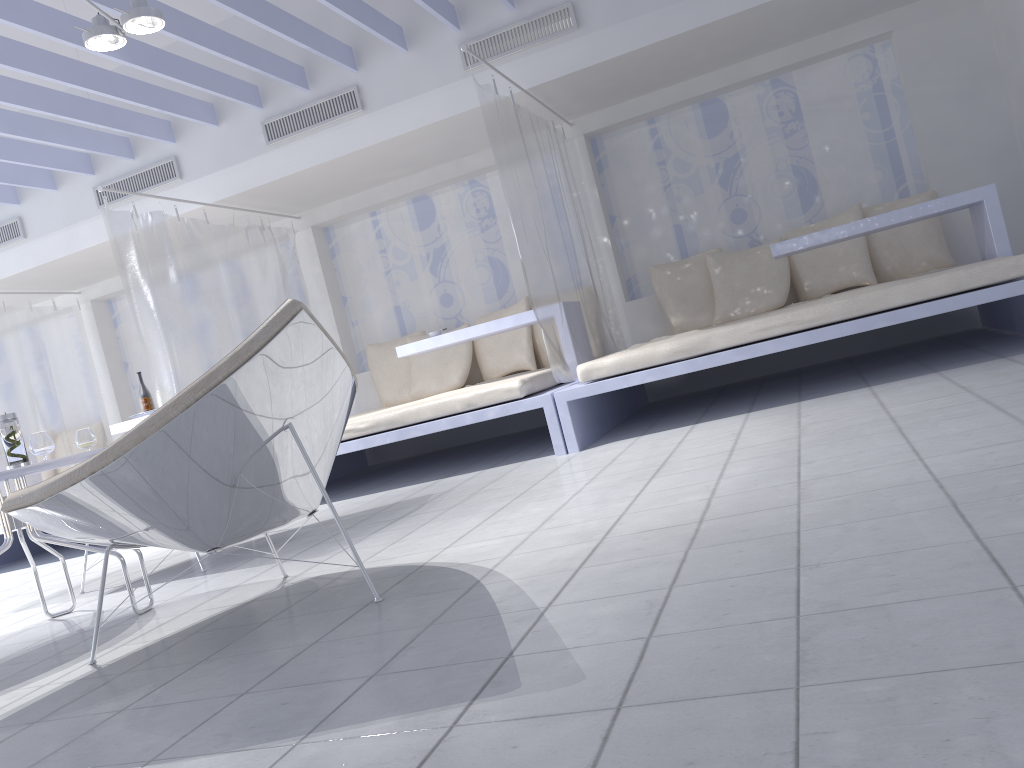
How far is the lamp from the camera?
3.65m

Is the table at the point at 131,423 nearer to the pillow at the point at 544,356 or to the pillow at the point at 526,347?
the pillow at the point at 526,347

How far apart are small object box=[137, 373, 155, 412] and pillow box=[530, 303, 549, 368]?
2.70m

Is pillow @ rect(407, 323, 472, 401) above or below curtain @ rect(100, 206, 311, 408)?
below

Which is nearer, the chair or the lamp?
the chair

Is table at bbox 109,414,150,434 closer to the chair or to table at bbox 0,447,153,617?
table at bbox 0,447,153,617

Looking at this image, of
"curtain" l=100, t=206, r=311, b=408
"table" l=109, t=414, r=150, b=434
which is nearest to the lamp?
"curtain" l=100, t=206, r=311, b=408

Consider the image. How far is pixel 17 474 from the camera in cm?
252

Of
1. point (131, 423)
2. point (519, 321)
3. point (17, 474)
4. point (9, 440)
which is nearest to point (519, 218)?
point (519, 321)

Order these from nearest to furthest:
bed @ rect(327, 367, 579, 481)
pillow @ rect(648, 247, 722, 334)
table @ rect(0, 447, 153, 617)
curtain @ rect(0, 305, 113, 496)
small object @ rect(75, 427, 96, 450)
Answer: table @ rect(0, 447, 153, 617), small object @ rect(75, 427, 96, 450), bed @ rect(327, 367, 579, 481), pillow @ rect(648, 247, 722, 334), curtain @ rect(0, 305, 113, 496)
